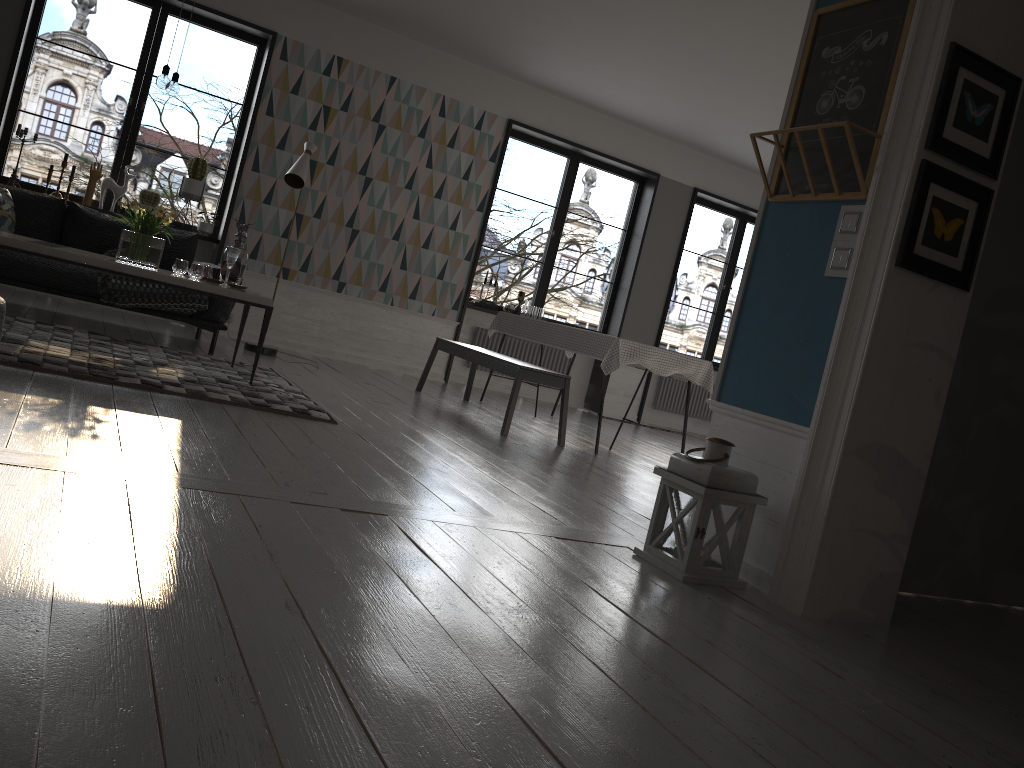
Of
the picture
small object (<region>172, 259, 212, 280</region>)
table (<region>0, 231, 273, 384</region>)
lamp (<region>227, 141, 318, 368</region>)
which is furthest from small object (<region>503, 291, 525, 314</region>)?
the picture

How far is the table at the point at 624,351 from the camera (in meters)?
5.84

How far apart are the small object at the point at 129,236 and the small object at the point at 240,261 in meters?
0.4

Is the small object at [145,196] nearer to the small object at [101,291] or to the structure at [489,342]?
the small object at [101,291]

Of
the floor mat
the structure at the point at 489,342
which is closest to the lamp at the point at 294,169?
the floor mat

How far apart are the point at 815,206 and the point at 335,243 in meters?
5.4

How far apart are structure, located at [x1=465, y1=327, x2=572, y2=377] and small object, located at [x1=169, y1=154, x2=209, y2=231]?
2.9 meters

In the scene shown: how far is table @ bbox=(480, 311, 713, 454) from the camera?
5.8 meters

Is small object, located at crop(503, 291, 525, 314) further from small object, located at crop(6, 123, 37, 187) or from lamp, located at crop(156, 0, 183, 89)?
lamp, located at crop(156, 0, 183, 89)

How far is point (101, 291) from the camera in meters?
5.6
